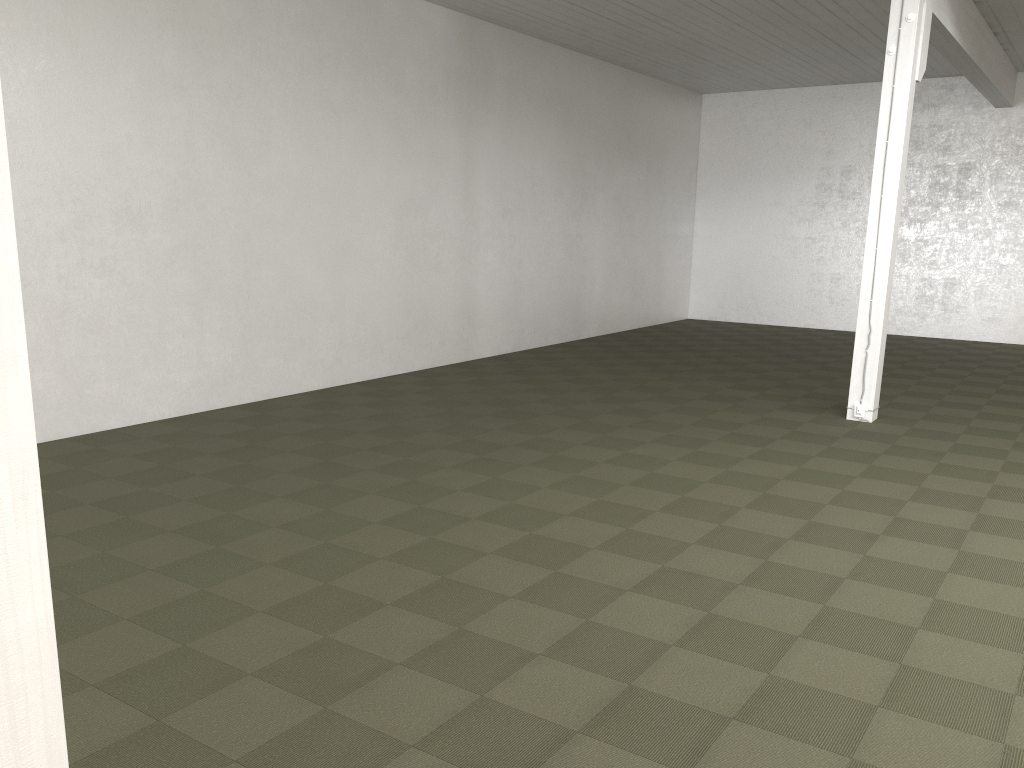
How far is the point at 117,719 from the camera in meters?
3.4
